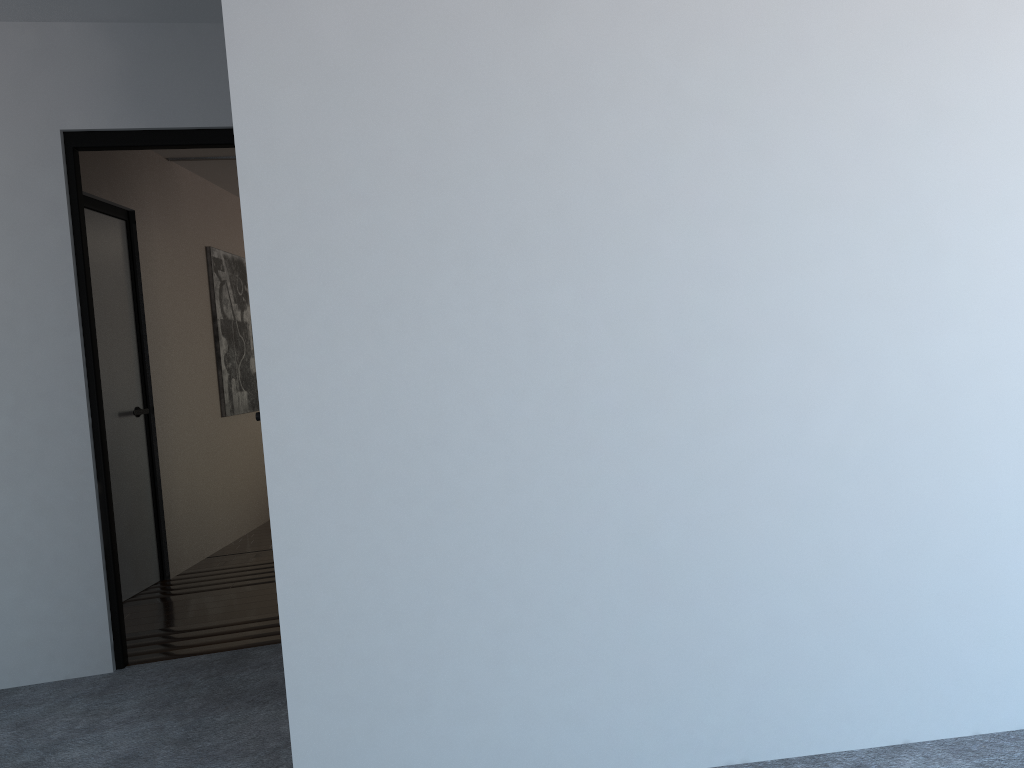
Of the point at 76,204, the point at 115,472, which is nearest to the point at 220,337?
the point at 115,472

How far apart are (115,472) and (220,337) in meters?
1.7

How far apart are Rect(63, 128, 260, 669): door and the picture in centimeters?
265cm

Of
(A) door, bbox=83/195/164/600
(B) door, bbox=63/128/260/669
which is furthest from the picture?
(B) door, bbox=63/128/260/669

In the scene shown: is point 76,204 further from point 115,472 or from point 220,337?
point 220,337

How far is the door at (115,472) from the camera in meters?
4.8

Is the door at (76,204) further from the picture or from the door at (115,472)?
the picture

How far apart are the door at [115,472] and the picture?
1.1 meters

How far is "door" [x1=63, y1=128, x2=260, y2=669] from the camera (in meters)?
3.54

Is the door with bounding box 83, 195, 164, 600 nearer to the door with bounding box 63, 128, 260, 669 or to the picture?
the picture
